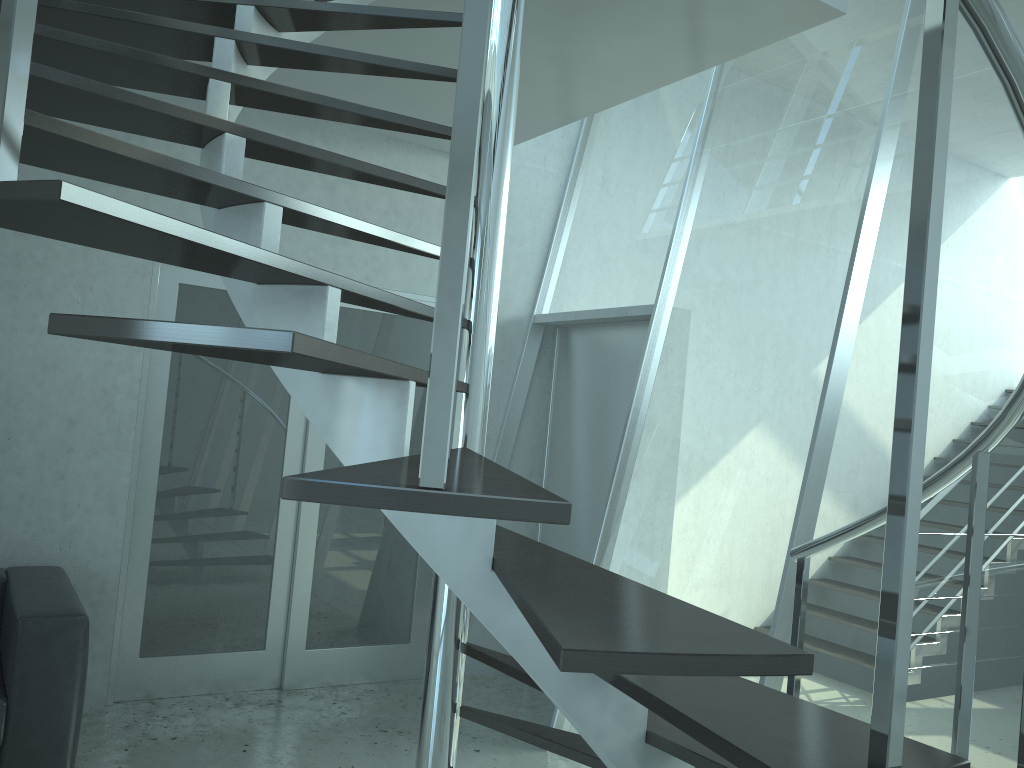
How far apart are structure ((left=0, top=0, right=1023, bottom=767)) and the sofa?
1.7m

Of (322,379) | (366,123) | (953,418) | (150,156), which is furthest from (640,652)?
(953,418)

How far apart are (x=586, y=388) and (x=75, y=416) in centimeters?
263cm

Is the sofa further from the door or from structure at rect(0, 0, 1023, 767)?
structure at rect(0, 0, 1023, 767)

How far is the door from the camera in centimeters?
425cm

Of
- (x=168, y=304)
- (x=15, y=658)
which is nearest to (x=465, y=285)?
(x=15, y=658)

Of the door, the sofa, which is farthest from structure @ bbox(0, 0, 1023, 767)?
the sofa

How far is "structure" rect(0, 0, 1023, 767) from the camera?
0.99m

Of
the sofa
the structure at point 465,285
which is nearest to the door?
the sofa

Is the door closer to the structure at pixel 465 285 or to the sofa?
the sofa
